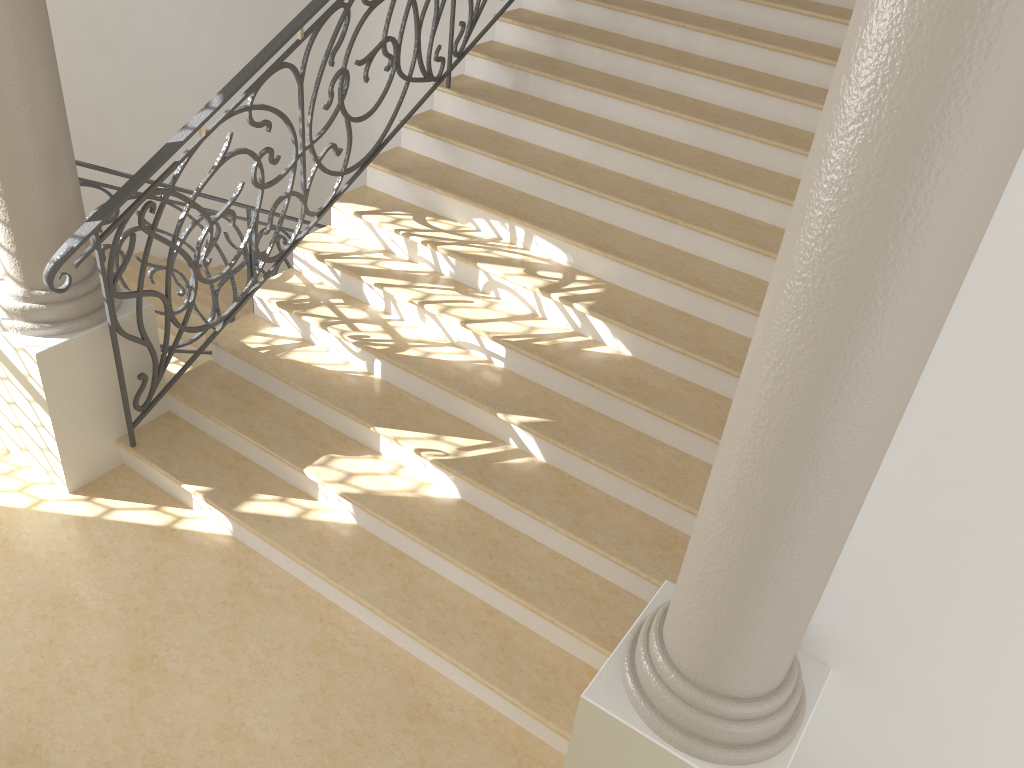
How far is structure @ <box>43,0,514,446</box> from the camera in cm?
365

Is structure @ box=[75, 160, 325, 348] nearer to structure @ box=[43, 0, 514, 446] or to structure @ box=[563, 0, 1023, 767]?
structure @ box=[43, 0, 514, 446]

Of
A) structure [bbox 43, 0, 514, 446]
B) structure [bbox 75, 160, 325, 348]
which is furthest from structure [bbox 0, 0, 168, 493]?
structure [bbox 75, 160, 325, 348]

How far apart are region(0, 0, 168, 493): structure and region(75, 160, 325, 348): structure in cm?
57

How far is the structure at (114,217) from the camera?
4.62m

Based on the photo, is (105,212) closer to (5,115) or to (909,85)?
(5,115)

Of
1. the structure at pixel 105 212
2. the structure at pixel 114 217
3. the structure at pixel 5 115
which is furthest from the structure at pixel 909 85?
the structure at pixel 114 217

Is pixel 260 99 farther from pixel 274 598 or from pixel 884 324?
pixel 884 324

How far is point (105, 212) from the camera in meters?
3.7 m

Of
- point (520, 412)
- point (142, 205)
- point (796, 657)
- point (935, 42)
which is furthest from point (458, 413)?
point (142, 205)
